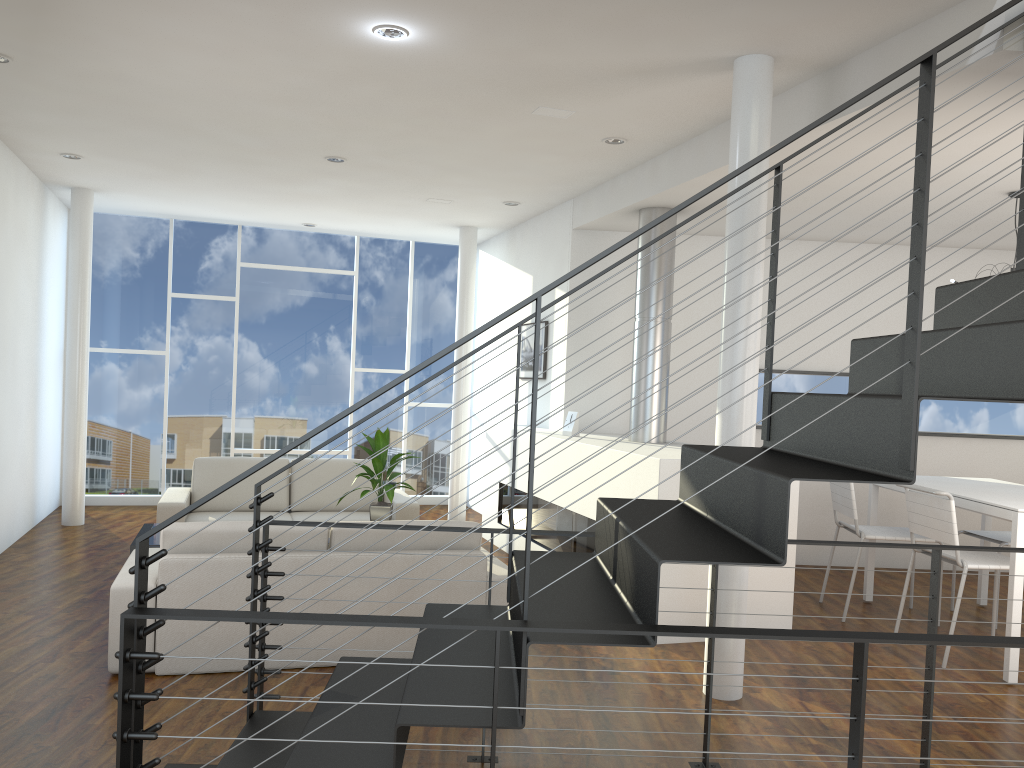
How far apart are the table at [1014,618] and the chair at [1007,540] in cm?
17

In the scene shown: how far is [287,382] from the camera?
7.8m

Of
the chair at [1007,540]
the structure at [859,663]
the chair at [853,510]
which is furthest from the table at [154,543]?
the chair at [1007,540]

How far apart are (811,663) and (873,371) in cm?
184

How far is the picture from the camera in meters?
6.3 m

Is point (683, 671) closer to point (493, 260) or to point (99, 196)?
point (493, 260)

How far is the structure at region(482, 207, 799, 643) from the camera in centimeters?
→ 403cm

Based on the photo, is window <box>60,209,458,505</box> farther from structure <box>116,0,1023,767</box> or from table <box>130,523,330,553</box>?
structure <box>116,0,1023,767</box>

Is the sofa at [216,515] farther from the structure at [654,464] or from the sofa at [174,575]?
the sofa at [174,575]

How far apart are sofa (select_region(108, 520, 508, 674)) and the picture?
2.3 meters
